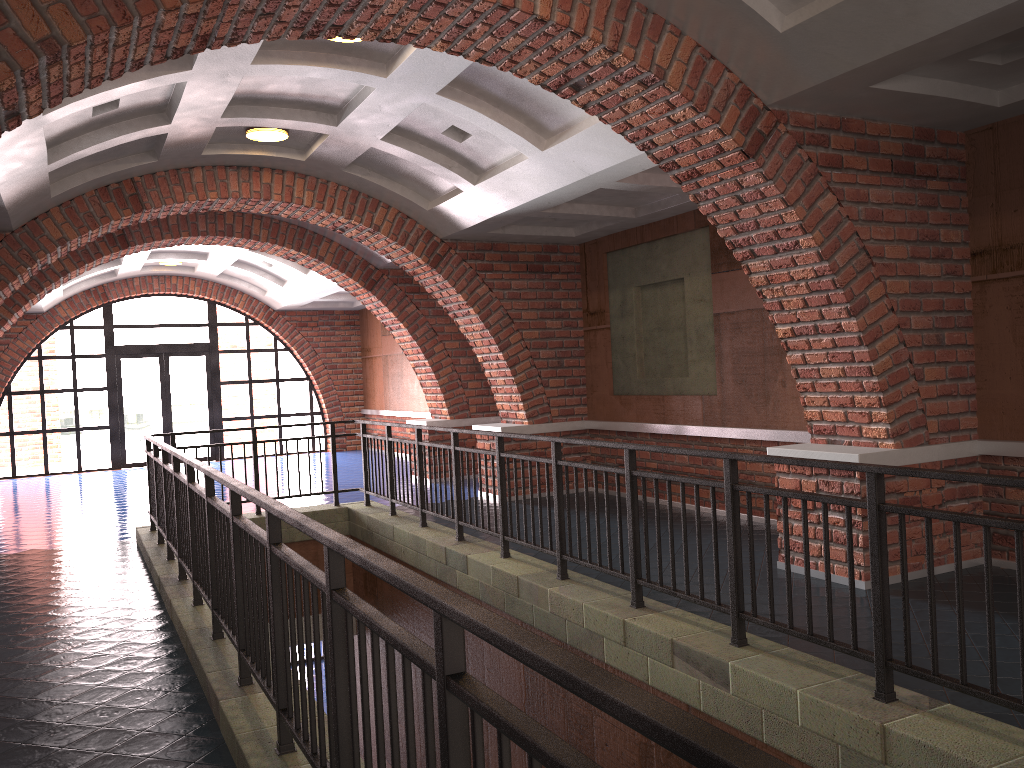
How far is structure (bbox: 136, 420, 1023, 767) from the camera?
1.5 meters

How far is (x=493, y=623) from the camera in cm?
155

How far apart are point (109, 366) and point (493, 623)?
17.43m

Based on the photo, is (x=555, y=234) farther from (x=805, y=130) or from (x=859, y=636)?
(x=859, y=636)

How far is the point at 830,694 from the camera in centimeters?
357cm

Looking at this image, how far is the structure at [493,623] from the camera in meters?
1.5 m

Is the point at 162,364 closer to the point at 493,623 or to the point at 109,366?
the point at 109,366

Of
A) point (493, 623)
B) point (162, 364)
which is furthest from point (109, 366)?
point (493, 623)

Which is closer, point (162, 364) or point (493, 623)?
point (493, 623)

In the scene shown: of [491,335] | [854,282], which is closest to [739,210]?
[854,282]
